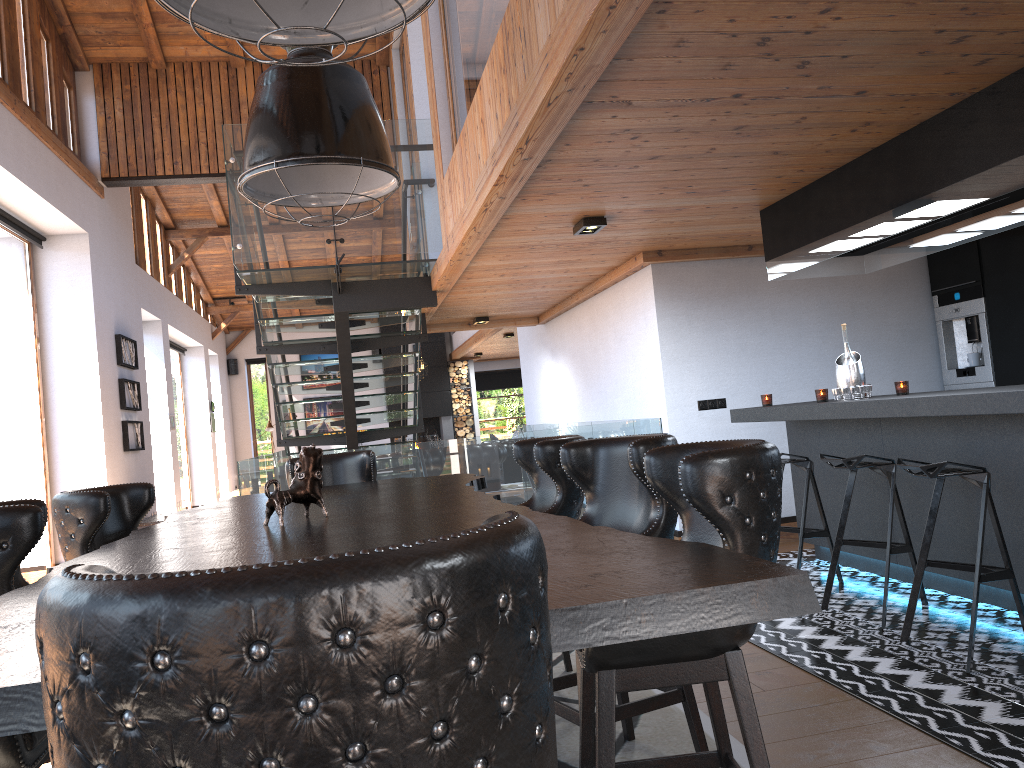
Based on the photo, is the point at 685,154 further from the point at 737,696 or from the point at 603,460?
the point at 737,696

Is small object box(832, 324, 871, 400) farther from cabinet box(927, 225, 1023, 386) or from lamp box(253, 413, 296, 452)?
lamp box(253, 413, 296, 452)

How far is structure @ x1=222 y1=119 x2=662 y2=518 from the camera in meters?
6.6 m

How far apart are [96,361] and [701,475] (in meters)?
8.74

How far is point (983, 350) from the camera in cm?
684

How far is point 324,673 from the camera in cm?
72

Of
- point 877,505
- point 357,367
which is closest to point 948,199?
point 877,505

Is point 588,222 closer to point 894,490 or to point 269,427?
point 894,490

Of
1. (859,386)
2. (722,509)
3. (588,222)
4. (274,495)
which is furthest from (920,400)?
(274,495)

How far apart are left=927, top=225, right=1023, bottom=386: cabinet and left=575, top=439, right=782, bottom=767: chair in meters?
5.3
